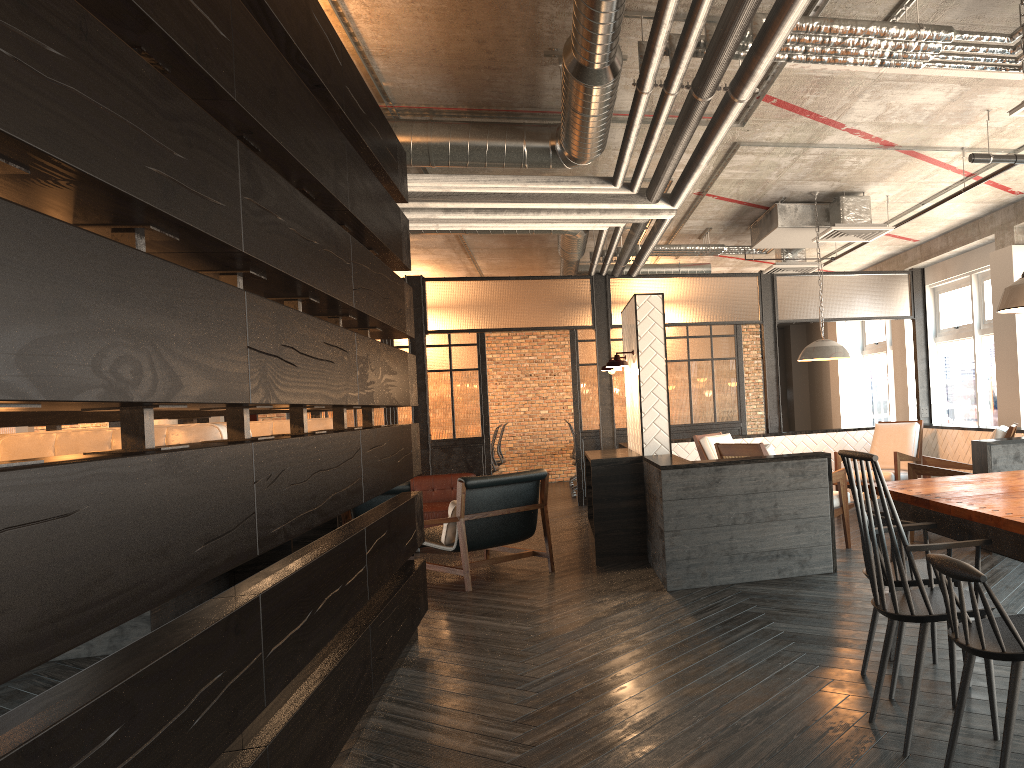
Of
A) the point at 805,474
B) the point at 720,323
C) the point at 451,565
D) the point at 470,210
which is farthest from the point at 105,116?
the point at 720,323

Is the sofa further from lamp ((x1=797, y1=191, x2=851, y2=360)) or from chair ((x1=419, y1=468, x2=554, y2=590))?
lamp ((x1=797, y1=191, x2=851, y2=360))

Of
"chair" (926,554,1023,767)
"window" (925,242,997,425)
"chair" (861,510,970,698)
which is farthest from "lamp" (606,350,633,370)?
"window" (925,242,997,425)

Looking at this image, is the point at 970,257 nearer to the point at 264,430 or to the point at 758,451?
the point at 758,451

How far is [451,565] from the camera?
7.26m

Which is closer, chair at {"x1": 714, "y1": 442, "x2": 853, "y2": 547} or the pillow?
chair at {"x1": 714, "y1": 442, "x2": 853, "y2": 547}

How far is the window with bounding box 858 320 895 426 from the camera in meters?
12.0

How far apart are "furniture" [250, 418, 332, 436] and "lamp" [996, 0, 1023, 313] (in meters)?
3.14

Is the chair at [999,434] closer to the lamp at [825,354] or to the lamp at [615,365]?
the lamp at [825,354]

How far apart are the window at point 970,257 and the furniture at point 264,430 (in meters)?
7.25
